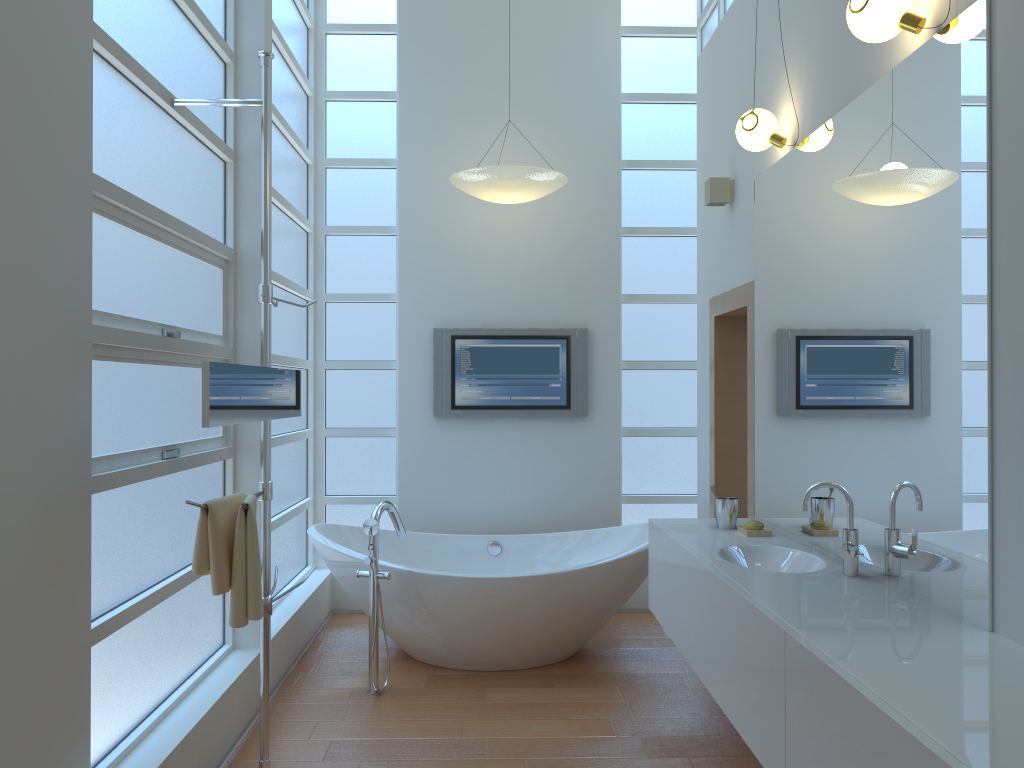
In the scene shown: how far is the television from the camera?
5.10m

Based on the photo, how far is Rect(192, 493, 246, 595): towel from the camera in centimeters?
248cm

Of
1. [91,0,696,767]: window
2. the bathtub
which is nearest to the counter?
the bathtub

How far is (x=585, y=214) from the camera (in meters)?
5.15

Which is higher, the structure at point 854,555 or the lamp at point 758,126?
the lamp at point 758,126

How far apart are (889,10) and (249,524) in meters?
2.2 m

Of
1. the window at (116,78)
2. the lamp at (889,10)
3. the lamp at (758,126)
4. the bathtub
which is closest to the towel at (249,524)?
the window at (116,78)

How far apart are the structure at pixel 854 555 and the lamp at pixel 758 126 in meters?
1.4

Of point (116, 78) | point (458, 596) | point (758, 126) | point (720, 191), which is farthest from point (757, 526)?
point (116, 78)

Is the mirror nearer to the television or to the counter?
the counter
